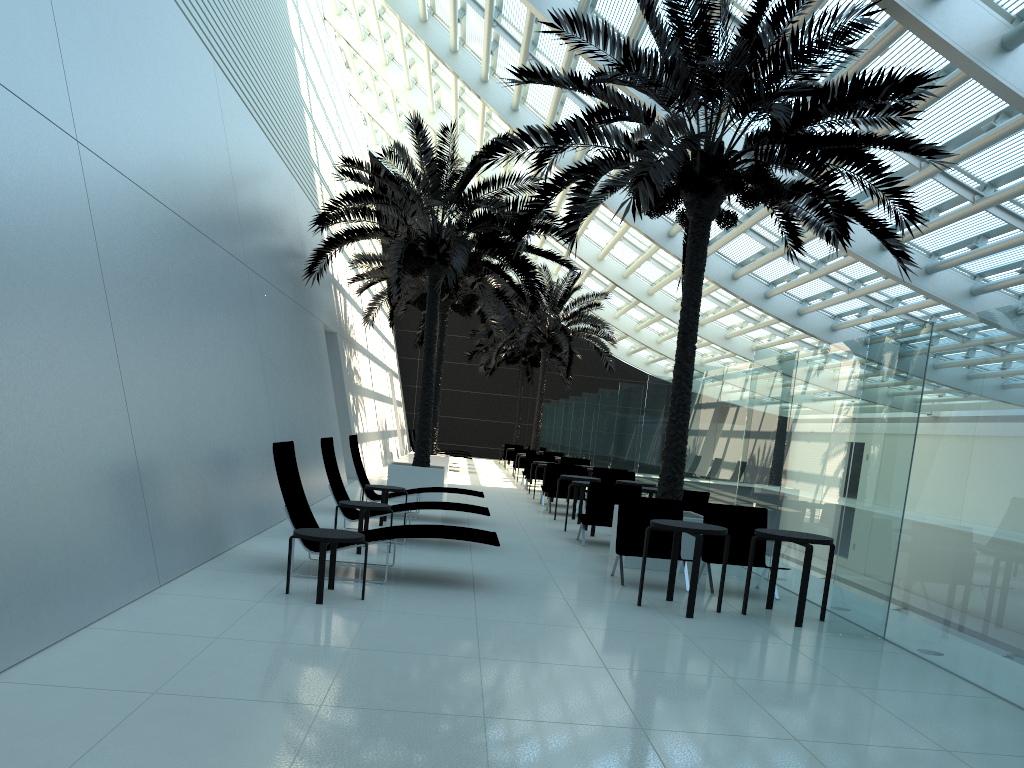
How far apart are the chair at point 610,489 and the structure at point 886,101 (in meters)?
0.97

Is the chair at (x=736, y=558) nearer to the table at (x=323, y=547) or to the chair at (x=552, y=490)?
the table at (x=323, y=547)

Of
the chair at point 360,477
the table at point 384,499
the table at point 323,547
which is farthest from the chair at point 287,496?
the chair at point 360,477

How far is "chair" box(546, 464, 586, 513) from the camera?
16.4m

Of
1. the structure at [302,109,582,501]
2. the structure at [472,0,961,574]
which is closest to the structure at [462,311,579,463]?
the structure at [302,109,582,501]

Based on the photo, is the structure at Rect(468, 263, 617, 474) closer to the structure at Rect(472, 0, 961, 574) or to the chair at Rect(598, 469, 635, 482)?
the chair at Rect(598, 469, 635, 482)

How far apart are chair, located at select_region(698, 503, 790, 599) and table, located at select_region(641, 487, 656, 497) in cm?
359

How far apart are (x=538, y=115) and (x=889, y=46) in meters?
12.2 m

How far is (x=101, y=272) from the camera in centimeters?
659cm

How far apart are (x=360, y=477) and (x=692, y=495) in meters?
4.8
